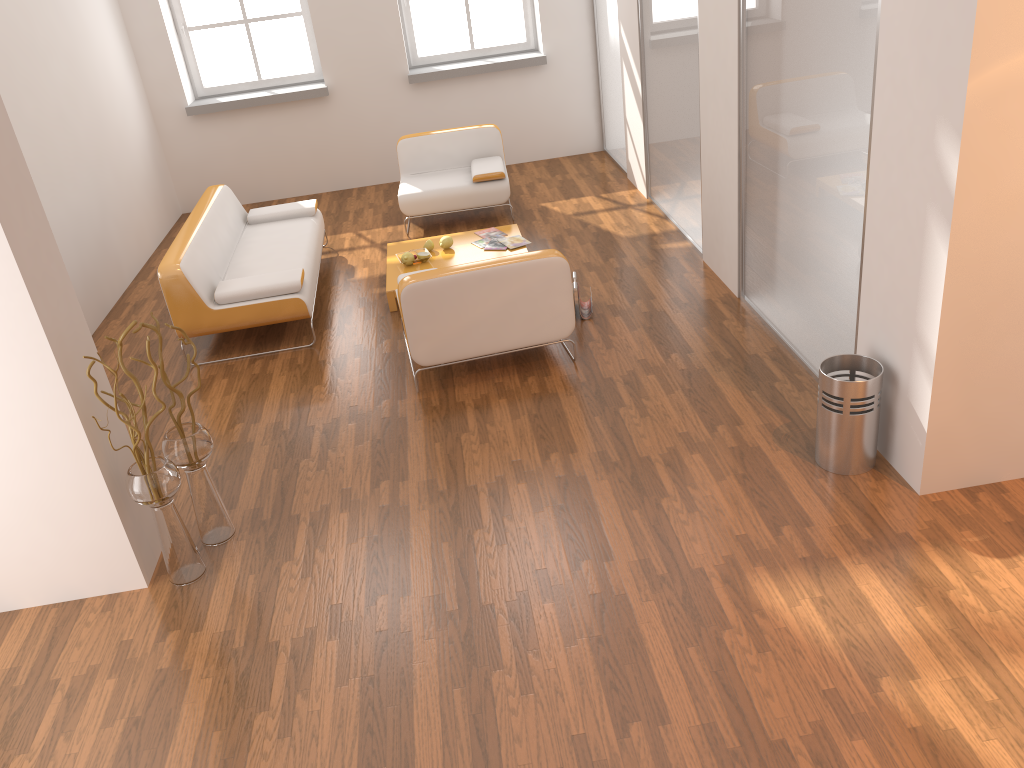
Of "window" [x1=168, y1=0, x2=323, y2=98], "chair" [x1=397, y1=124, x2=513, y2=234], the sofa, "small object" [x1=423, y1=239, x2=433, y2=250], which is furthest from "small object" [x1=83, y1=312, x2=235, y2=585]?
"window" [x1=168, y1=0, x2=323, y2=98]

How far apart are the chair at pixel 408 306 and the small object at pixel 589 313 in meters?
0.6

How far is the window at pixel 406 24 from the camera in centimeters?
858cm

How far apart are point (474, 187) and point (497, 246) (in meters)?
1.04

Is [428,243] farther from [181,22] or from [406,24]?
[181,22]

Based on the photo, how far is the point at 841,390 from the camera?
3.57m

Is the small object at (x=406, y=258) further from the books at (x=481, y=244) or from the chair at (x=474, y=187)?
the chair at (x=474, y=187)

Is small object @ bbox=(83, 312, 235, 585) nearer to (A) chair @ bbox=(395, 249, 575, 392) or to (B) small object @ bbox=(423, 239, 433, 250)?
(A) chair @ bbox=(395, 249, 575, 392)

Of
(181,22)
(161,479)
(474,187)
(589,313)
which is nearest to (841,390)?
(589,313)

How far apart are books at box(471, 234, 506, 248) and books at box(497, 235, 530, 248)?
Result: 0.1 meters
